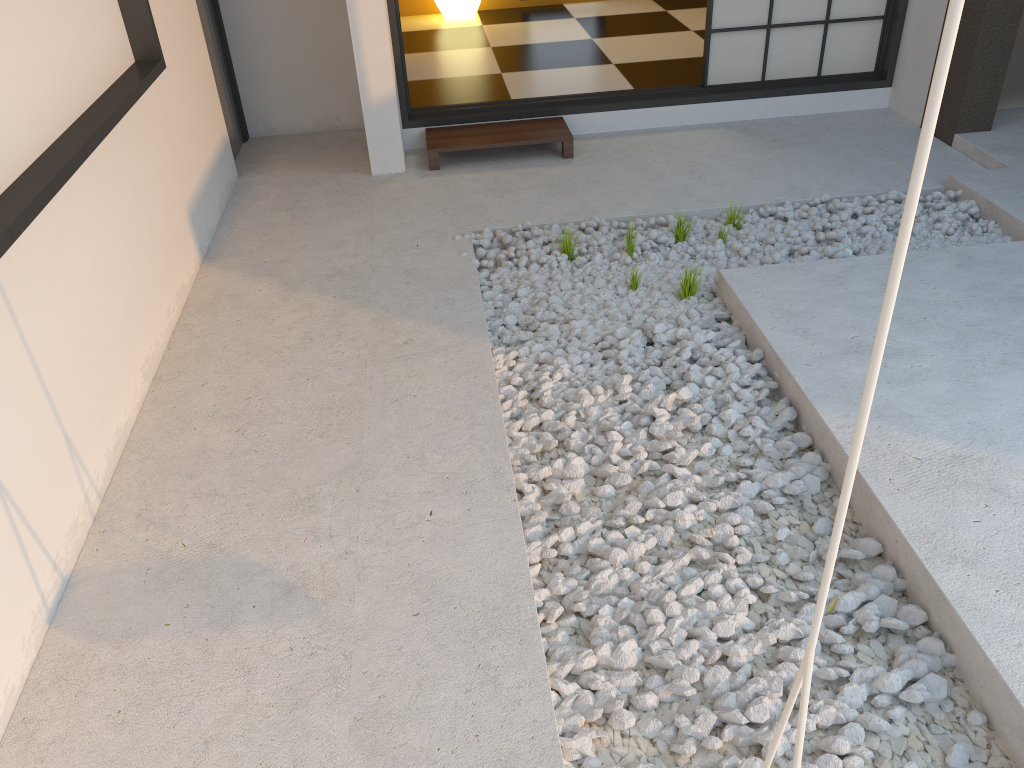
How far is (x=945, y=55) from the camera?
0.5 meters

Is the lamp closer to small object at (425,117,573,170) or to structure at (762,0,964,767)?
small object at (425,117,573,170)

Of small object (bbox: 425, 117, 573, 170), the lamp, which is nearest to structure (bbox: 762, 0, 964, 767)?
small object (bbox: 425, 117, 573, 170)

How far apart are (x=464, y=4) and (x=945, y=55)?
6.6 meters

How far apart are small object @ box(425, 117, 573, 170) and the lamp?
2.5m

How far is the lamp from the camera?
6.59m

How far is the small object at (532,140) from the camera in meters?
4.3 m

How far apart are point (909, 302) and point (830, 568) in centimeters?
236cm

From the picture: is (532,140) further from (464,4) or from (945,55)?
(945,55)

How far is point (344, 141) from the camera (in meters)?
4.83
